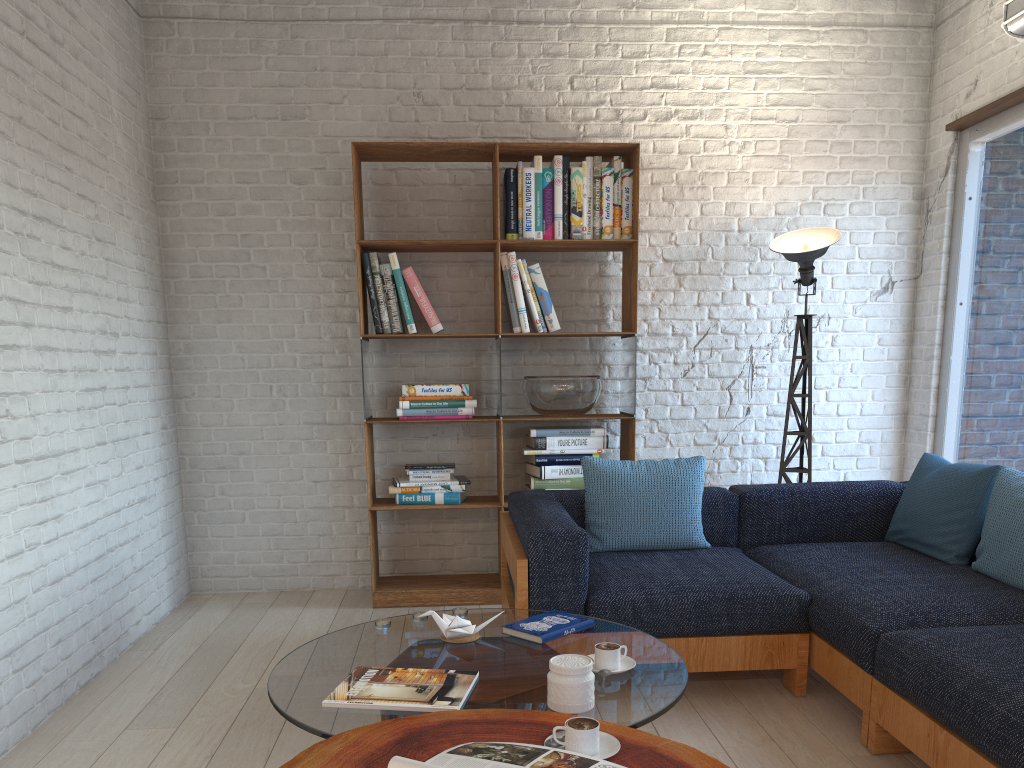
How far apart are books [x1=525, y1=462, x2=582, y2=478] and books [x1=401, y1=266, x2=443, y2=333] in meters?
0.8 m

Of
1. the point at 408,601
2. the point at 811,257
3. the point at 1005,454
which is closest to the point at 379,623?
the point at 408,601

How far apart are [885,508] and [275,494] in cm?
299

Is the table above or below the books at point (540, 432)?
below

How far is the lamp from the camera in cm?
425

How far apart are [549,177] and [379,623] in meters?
2.5 m

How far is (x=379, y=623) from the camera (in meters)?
2.51

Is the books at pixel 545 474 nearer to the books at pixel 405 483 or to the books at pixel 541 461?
the books at pixel 541 461

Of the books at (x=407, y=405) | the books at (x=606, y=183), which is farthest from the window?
the books at (x=407, y=405)

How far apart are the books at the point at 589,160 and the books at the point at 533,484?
1.2 meters
